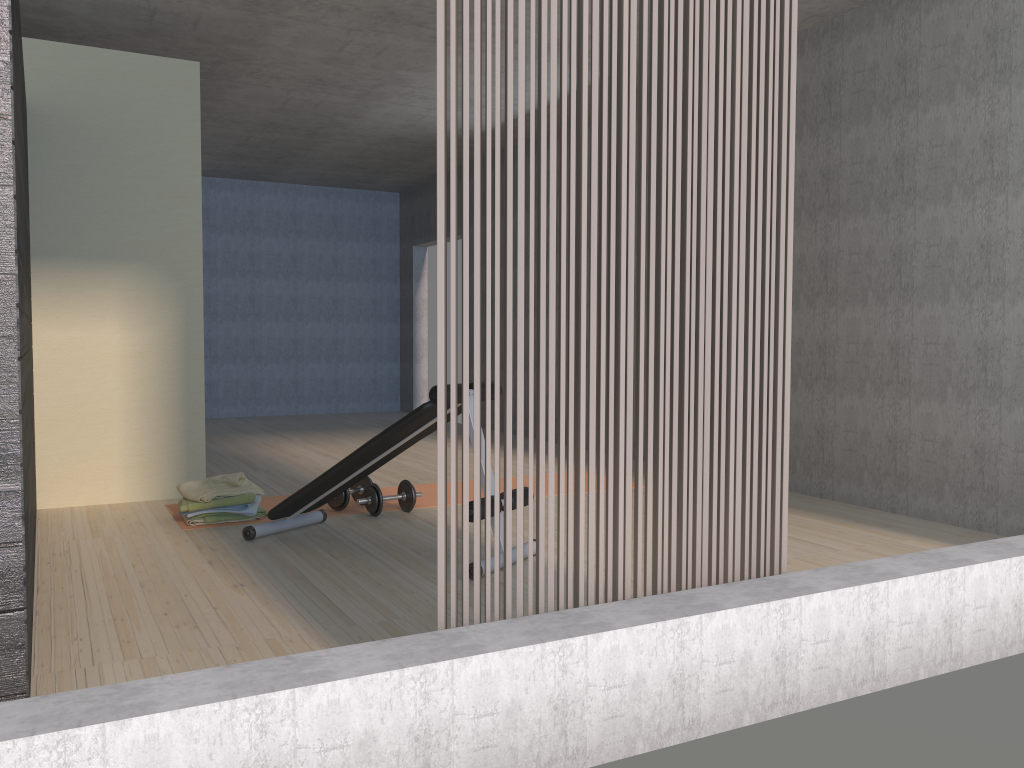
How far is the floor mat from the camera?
4.8 meters

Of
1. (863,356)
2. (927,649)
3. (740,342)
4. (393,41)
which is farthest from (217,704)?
(393,41)

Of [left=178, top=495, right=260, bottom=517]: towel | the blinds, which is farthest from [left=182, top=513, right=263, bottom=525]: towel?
the blinds

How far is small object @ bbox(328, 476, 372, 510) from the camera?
4.71m

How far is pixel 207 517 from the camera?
4.4m

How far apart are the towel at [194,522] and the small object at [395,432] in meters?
0.5

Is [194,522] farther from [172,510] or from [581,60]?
[581,60]

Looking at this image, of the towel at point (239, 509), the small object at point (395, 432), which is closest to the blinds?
the small object at point (395, 432)

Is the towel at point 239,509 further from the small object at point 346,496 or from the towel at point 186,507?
the small object at point 346,496

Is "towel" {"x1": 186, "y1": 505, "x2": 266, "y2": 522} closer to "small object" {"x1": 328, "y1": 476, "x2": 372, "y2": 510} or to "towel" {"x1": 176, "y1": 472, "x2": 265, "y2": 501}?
"towel" {"x1": 176, "y1": 472, "x2": 265, "y2": 501}
